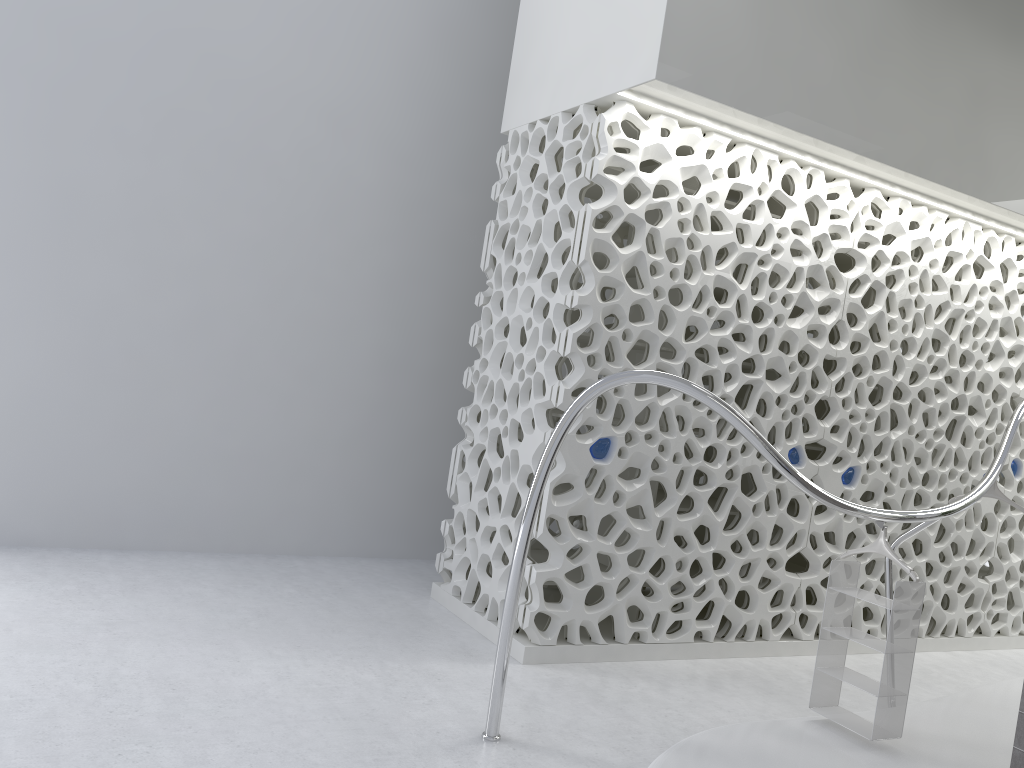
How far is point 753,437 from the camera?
3.71m

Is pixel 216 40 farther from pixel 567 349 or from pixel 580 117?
pixel 567 349

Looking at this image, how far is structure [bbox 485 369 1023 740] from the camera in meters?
3.7 m

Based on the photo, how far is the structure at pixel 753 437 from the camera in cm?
371
